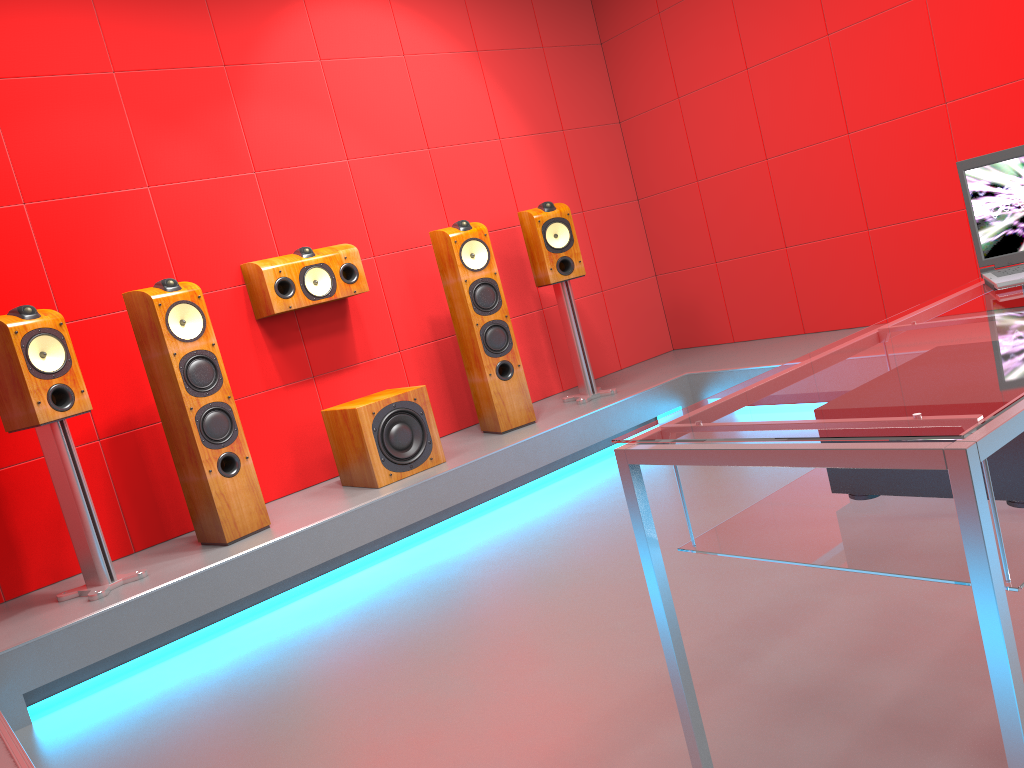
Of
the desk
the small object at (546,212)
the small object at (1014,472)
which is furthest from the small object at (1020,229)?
the small object at (546,212)

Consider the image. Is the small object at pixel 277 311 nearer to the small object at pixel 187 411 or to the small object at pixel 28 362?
the small object at pixel 187 411

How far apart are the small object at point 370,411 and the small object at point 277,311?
0.5 meters

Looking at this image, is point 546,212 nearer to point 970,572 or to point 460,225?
point 460,225

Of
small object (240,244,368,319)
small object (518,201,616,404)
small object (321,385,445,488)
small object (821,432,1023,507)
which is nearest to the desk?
small object (821,432,1023,507)

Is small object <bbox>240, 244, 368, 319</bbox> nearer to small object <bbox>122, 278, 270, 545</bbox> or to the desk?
small object <bbox>122, 278, 270, 545</bbox>

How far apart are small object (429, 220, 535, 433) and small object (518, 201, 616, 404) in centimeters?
34cm

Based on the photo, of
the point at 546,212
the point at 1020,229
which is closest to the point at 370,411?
the point at 546,212

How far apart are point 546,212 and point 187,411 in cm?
208

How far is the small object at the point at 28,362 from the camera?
3.04m
